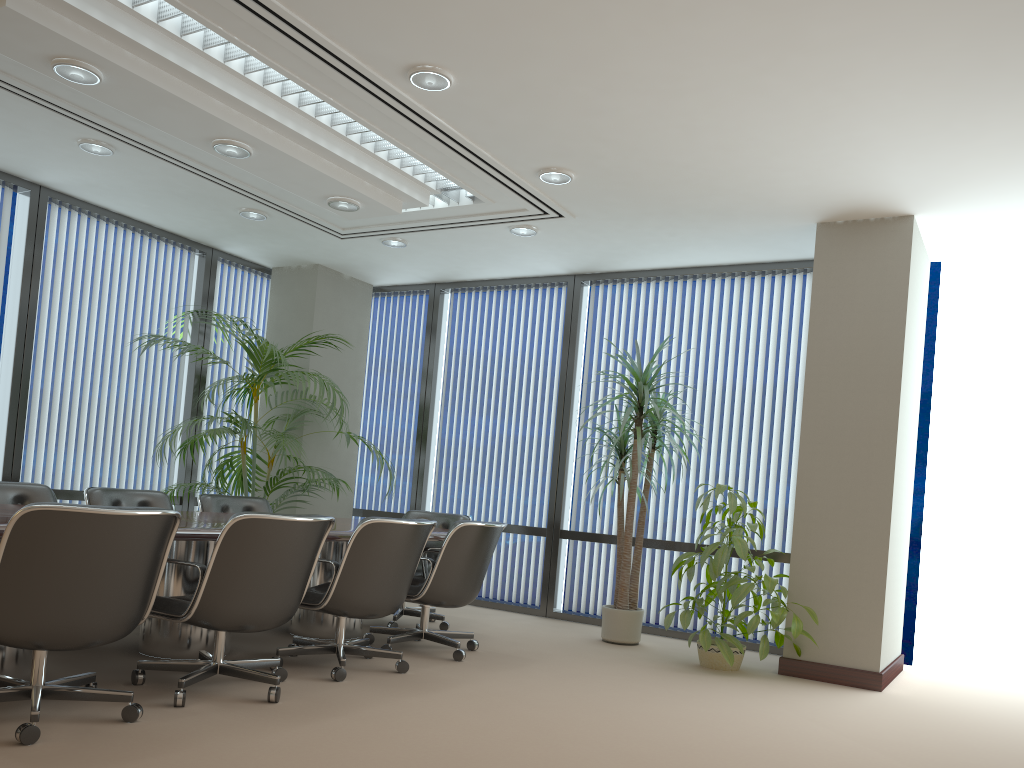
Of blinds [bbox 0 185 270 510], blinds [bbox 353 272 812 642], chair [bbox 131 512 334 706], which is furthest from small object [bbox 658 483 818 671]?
blinds [bbox 0 185 270 510]

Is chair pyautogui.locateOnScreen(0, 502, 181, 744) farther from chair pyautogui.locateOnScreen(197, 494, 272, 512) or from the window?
the window

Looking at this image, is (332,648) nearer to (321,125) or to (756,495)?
(321,125)

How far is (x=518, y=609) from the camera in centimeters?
772cm

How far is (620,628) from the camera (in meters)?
6.39

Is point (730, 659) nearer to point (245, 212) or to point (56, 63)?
point (245, 212)

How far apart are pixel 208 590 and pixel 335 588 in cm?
83

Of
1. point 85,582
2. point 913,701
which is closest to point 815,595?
point 913,701

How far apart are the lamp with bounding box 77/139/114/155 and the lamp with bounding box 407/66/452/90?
2.5 meters

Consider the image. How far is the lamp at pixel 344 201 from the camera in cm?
585
